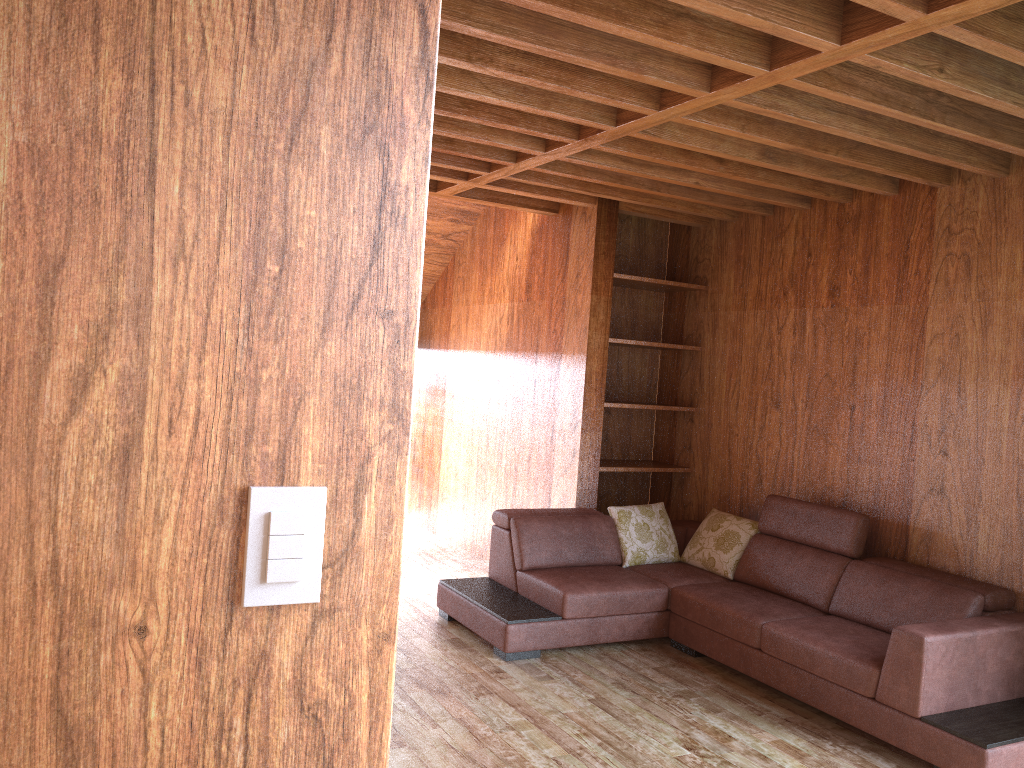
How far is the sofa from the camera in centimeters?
318cm

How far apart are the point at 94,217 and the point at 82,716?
0.48m

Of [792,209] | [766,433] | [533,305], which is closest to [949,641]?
[766,433]

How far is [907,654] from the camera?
3.2 meters

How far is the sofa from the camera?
3.2m
